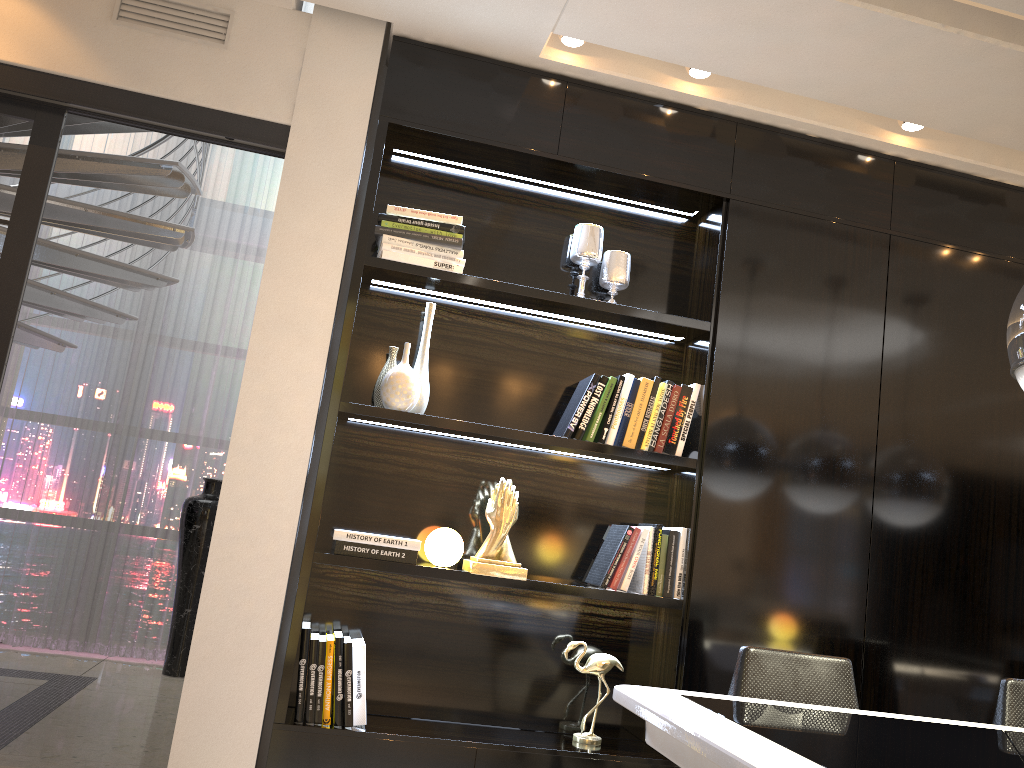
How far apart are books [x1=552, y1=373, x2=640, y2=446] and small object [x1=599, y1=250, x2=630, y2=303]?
0.3 meters

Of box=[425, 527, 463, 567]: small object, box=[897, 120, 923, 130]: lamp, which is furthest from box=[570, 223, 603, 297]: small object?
box=[897, 120, 923, 130]: lamp

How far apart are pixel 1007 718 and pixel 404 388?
2.0 meters

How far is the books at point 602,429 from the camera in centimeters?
292cm

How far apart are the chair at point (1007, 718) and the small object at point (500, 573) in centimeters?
139cm

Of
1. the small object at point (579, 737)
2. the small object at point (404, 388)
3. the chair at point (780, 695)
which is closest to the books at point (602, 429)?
the small object at point (404, 388)

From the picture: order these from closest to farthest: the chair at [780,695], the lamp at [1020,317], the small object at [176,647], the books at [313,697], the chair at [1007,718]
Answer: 1. the lamp at [1020,317]
2. the chair at [780,695]
3. the chair at [1007,718]
4. the books at [313,697]
5. the small object at [176,647]

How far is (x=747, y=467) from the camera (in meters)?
2.96

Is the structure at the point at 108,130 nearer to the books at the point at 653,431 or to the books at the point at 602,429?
the books at the point at 602,429

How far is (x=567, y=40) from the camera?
2.9 meters
